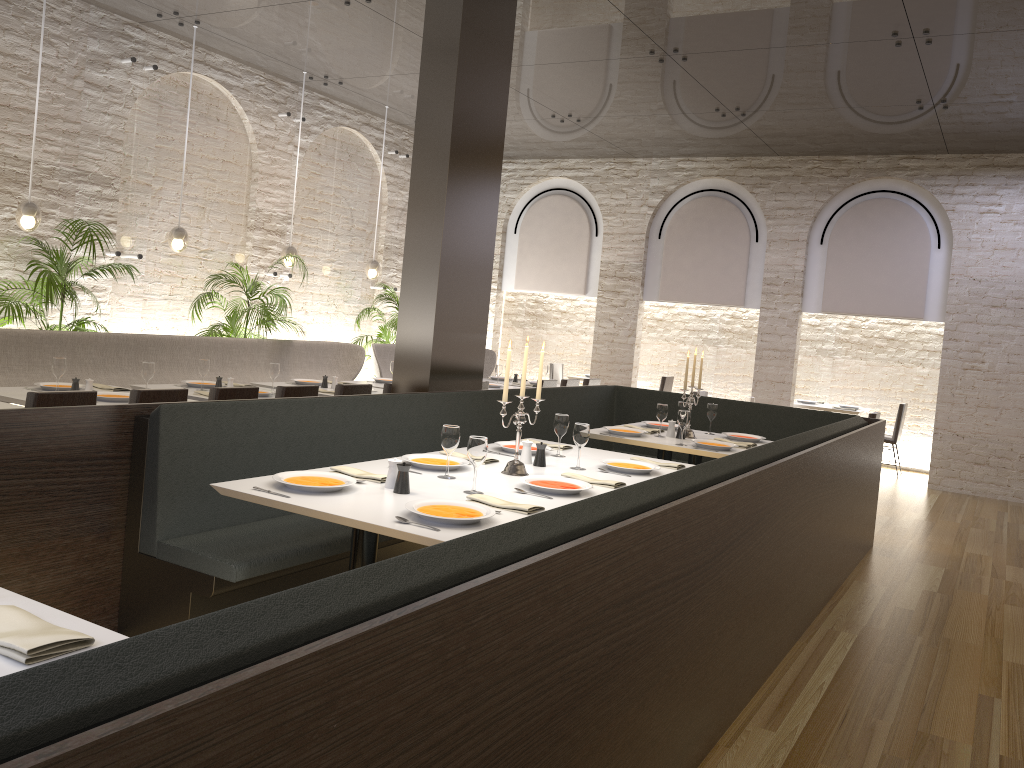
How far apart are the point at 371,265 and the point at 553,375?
4.01m

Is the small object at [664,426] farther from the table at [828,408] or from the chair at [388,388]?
the table at [828,408]

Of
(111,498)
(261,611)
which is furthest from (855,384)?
(261,611)

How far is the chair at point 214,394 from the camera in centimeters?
541cm

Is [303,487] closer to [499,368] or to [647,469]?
[647,469]

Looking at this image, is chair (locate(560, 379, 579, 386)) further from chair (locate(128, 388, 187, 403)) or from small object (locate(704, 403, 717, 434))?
chair (locate(128, 388, 187, 403))

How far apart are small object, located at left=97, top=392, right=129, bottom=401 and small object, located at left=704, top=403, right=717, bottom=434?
4.1m

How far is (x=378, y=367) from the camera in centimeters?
956cm

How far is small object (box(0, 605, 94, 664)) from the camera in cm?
165

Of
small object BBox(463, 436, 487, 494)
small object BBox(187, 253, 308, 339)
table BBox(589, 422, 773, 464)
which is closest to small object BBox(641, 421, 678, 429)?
table BBox(589, 422, 773, 464)
